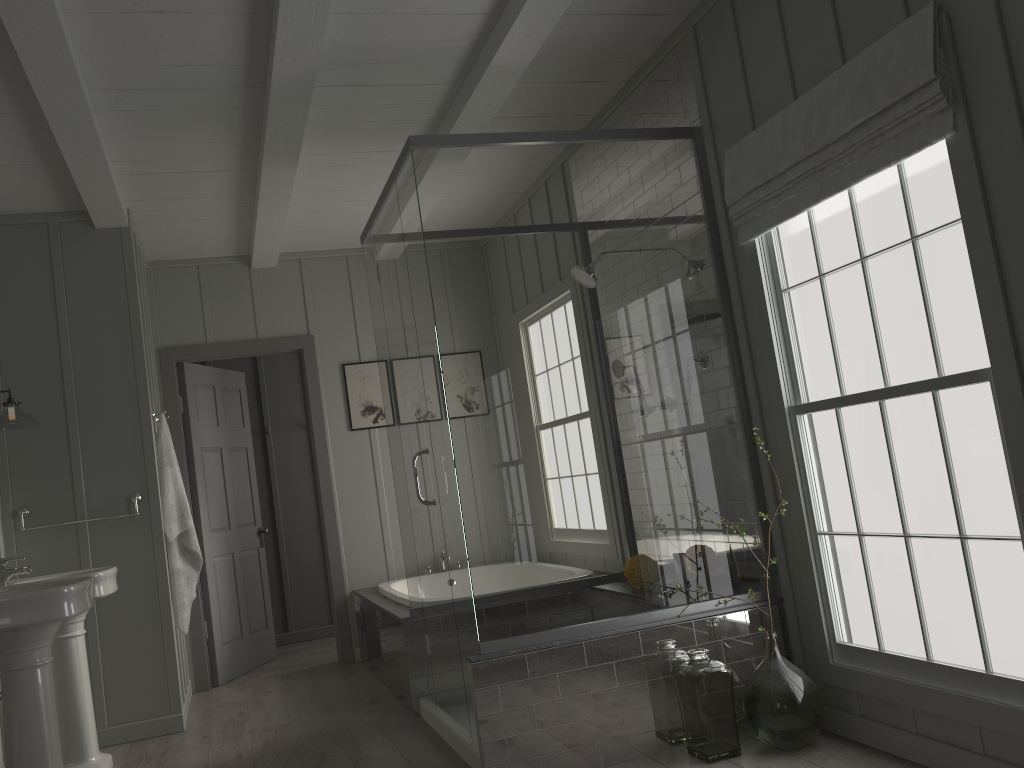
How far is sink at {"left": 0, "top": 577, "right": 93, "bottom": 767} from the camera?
2.9 meters

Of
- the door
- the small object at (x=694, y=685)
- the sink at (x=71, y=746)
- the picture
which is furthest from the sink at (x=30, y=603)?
the picture

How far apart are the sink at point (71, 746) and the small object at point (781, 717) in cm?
263

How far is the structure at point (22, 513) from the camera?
4.3 meters

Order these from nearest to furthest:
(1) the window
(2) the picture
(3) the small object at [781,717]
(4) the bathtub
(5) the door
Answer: (1) the window
(3) the small object at [781,717]
(4) the bathtub
(5) the door
(2) the picture

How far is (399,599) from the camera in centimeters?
479cm

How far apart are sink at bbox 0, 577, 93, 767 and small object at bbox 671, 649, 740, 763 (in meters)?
2.08

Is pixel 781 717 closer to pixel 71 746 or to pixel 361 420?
pixel 71 746

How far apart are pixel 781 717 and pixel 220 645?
3.8 meters

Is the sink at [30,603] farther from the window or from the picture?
the picture
